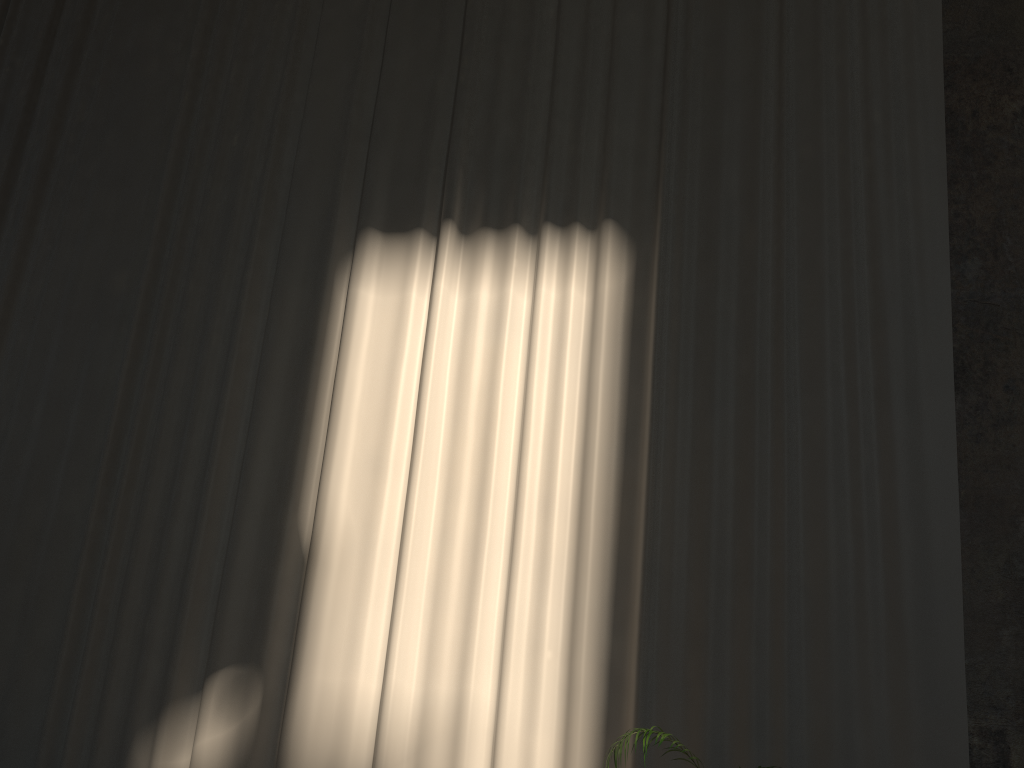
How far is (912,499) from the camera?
4.56m

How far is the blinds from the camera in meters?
4.6

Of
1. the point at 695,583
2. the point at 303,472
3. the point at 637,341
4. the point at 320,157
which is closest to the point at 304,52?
the point at 320,157

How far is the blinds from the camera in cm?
456
